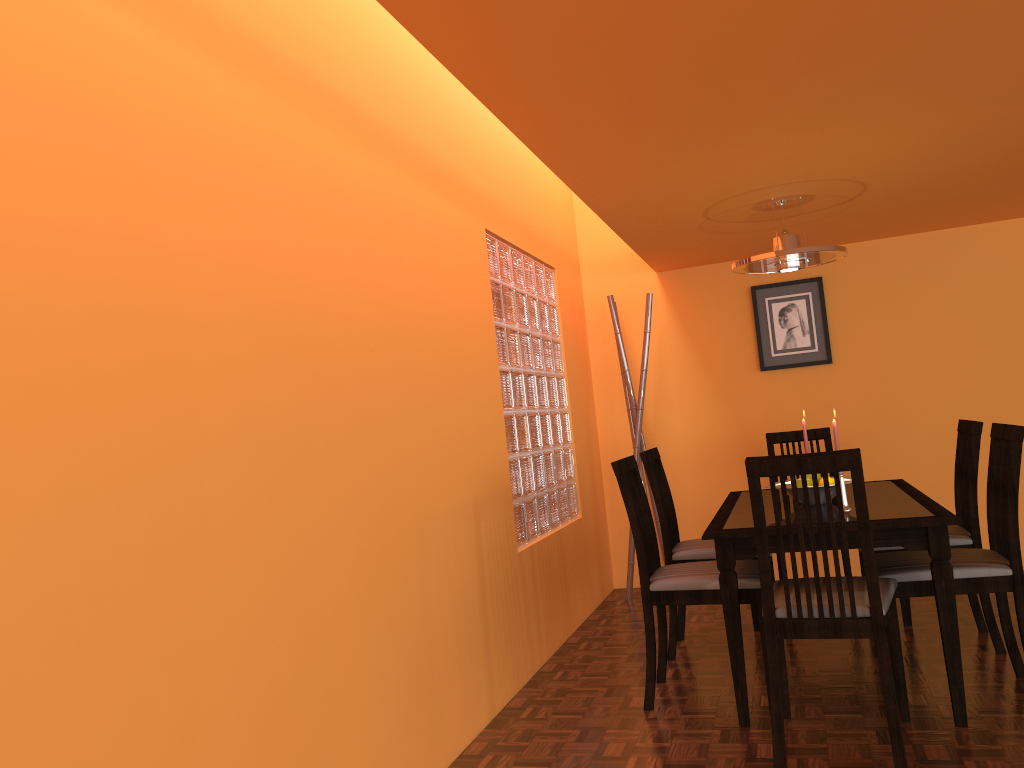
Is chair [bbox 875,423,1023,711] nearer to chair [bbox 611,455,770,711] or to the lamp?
chair [bbox 611,455,770,711]

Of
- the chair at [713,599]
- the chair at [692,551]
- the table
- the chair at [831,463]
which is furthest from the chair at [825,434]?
the chair at [831,463]

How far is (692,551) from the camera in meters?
3.4

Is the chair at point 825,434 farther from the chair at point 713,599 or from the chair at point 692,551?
the chair at point 713,599

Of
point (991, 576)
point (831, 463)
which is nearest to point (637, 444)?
point (991, 576)

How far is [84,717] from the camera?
1.3m

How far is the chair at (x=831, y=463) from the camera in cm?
219

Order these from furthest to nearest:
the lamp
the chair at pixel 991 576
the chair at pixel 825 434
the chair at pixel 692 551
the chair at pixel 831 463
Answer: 1. the chair at pixel 825 434
2. the chair at pixel 692 551
3. the lamp
4. the chair at pixel 991 576
5. the chair at pixel 831 463

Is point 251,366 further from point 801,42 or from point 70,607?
point 801,42

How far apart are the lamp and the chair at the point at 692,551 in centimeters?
79cm
